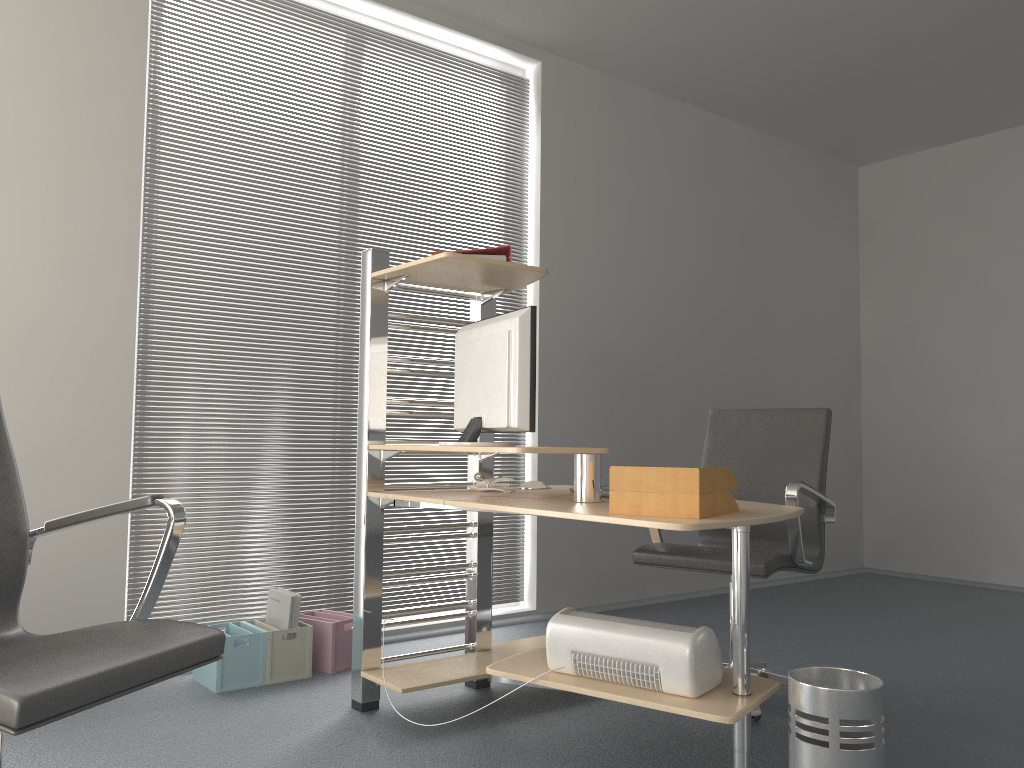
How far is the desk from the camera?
2.2 meters

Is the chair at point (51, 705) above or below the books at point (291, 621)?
above

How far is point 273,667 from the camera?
3.3 meters

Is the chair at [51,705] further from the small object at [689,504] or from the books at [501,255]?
the books at [501,255]

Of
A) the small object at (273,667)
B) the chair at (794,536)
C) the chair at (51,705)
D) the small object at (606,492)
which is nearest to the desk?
the small object at (606,492)

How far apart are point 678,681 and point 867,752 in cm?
44

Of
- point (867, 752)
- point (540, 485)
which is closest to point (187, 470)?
point (540, 485)

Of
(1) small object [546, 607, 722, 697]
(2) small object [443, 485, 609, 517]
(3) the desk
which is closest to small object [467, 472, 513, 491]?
(3) the desk

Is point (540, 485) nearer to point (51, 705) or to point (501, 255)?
point (501, 255)

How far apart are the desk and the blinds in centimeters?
87cm
